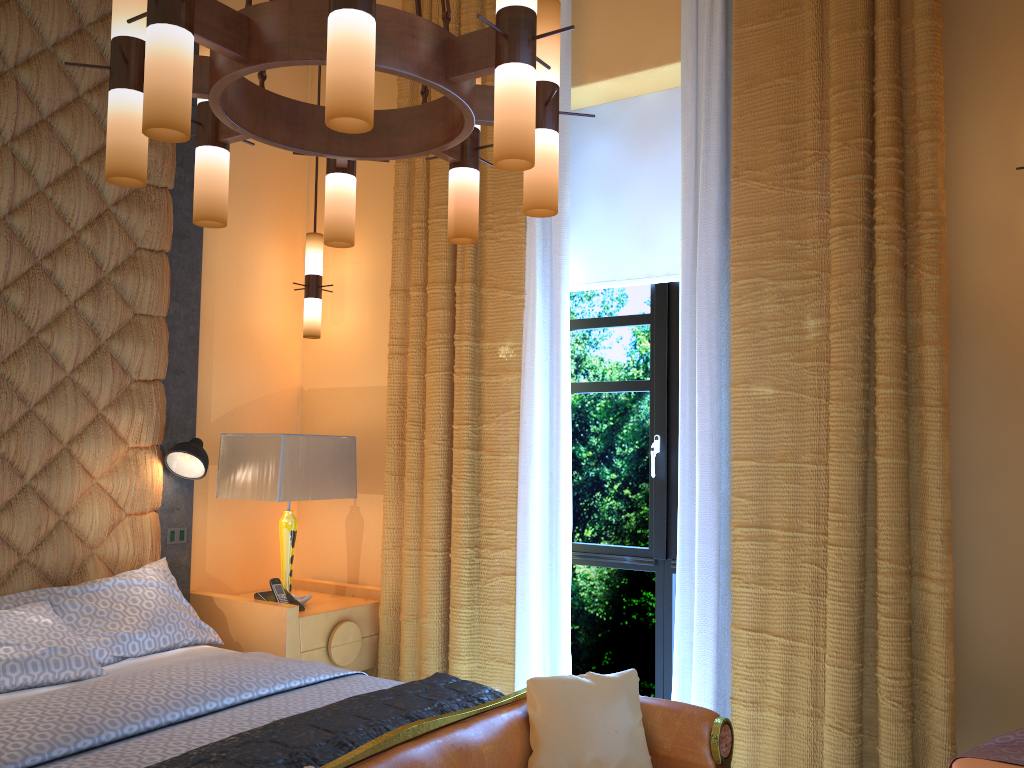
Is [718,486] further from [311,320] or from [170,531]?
[170,531]

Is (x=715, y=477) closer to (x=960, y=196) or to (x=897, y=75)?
(x=960, y=196)

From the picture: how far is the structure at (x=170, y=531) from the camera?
4.0m

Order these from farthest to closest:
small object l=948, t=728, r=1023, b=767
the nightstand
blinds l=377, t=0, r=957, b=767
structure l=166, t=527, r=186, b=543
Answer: structure l=166, t=527, r=186, b=543, the nightstand, blinds l=377, t=0, r=957, b=767, small object l=948, t=728, r=1023, b=767

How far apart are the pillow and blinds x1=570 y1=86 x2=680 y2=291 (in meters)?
1.85

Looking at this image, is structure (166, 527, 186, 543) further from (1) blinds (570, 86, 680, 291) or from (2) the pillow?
(1) blinds (570, 86, 680, 291)

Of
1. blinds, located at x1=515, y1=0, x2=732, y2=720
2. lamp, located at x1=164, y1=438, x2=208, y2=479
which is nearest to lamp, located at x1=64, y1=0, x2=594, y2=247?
blinds, located at x1=515, y1=0, x2=732, y2=720

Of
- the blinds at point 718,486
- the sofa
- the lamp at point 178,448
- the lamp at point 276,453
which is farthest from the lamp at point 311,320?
the sofa

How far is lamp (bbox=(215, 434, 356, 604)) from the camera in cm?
388

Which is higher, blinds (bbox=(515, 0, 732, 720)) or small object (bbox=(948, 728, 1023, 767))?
blinds (bbox=(515, 0, 732, 720))
